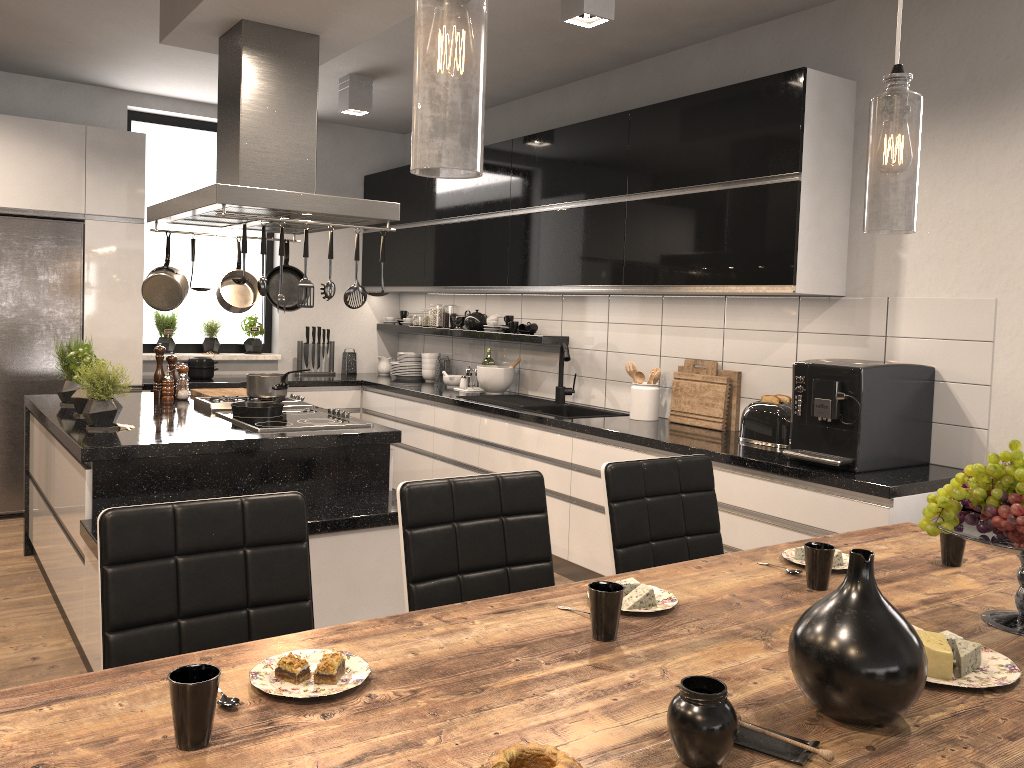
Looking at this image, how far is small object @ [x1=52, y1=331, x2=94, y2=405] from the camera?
4.14m

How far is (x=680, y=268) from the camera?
4.1 meters

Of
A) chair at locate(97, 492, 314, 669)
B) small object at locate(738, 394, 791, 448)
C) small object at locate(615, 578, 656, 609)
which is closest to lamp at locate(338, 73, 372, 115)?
small object at locate(738, 394, 791, 448)

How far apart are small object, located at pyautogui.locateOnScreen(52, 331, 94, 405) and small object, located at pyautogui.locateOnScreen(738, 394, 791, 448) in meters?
3.1 m

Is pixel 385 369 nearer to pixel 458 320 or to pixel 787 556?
pixel 458 320

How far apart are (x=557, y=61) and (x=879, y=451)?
2.8m

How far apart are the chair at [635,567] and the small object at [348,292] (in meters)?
1.56

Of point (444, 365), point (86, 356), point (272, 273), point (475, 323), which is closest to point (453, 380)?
point (444, 365)

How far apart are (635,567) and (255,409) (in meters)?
2.06

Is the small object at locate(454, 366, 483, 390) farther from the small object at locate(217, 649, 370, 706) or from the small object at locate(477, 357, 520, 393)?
the small object at locate(217, 649, 370, 706)
